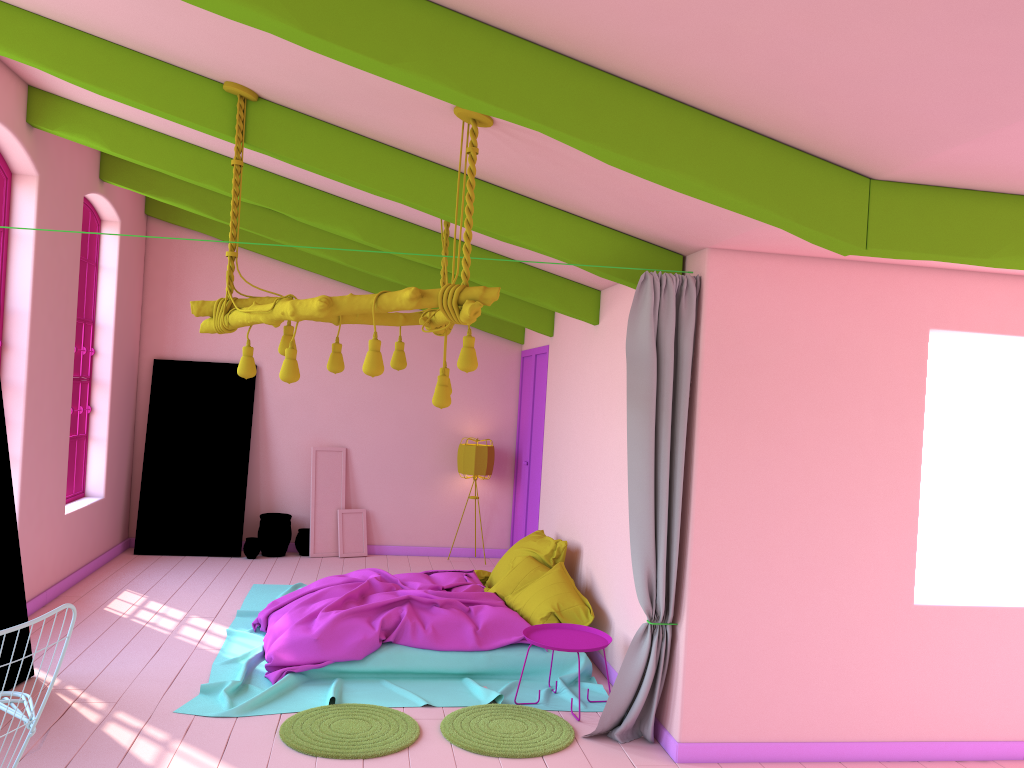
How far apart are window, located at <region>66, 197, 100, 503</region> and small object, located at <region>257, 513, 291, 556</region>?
1.93m

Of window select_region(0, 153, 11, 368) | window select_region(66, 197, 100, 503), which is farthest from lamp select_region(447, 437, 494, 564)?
window select_region(0, 153, 11, 368)

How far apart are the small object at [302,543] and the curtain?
5.7m

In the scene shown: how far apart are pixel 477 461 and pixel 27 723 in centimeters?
748cm

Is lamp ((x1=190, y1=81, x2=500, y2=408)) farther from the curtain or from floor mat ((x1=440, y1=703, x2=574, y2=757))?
floor mat ((x1=440, y1=703, x2=574, y2=757))

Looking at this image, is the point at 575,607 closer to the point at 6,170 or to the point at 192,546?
the point at 192,546

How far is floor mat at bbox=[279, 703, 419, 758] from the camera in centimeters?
489cm

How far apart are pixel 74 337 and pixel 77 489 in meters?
1.9

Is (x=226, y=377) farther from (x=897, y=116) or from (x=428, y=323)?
(x=897, y=116)

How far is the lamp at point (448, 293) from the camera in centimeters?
405cm
